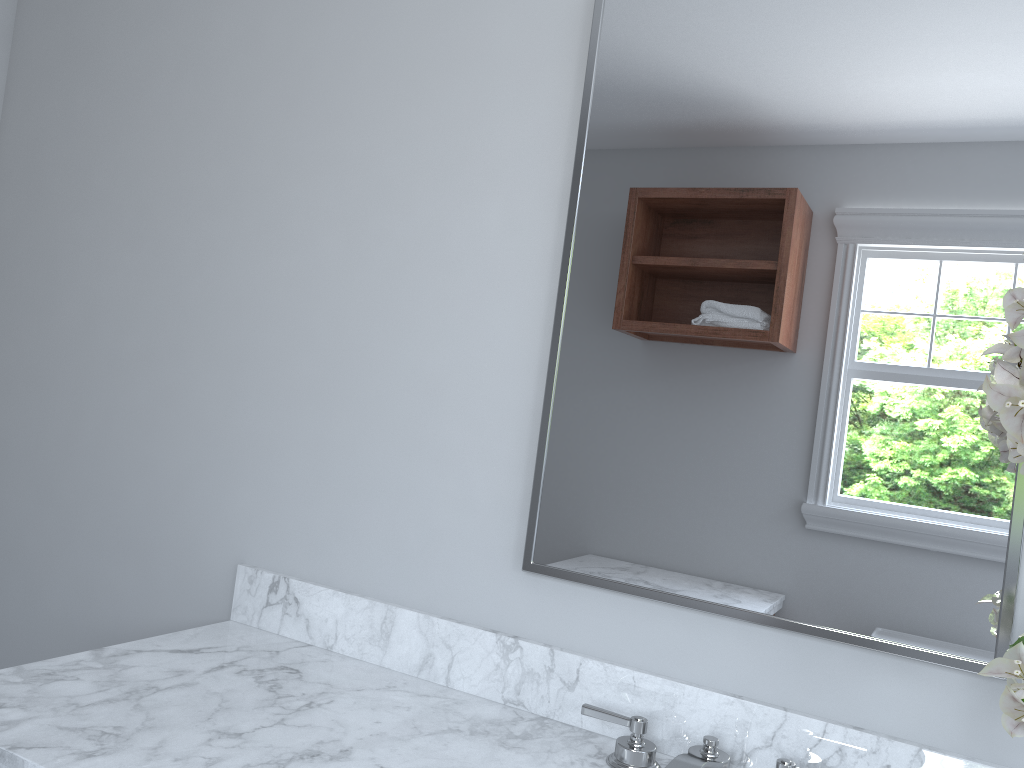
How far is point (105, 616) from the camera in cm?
192

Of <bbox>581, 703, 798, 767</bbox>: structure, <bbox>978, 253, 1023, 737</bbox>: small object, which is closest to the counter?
<bbox>581, 703, 798, 767</bbox>: structure

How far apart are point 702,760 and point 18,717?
0.90m

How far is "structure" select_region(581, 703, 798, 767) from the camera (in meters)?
1.16

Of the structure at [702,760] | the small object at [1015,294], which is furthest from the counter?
the small object at [1015,294]

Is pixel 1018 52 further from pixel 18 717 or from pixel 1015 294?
pixel 18 717

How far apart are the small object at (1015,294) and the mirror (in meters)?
0.16

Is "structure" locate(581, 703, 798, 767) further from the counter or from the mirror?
the mirror

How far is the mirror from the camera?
1.17m

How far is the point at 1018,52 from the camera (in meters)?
1.17
